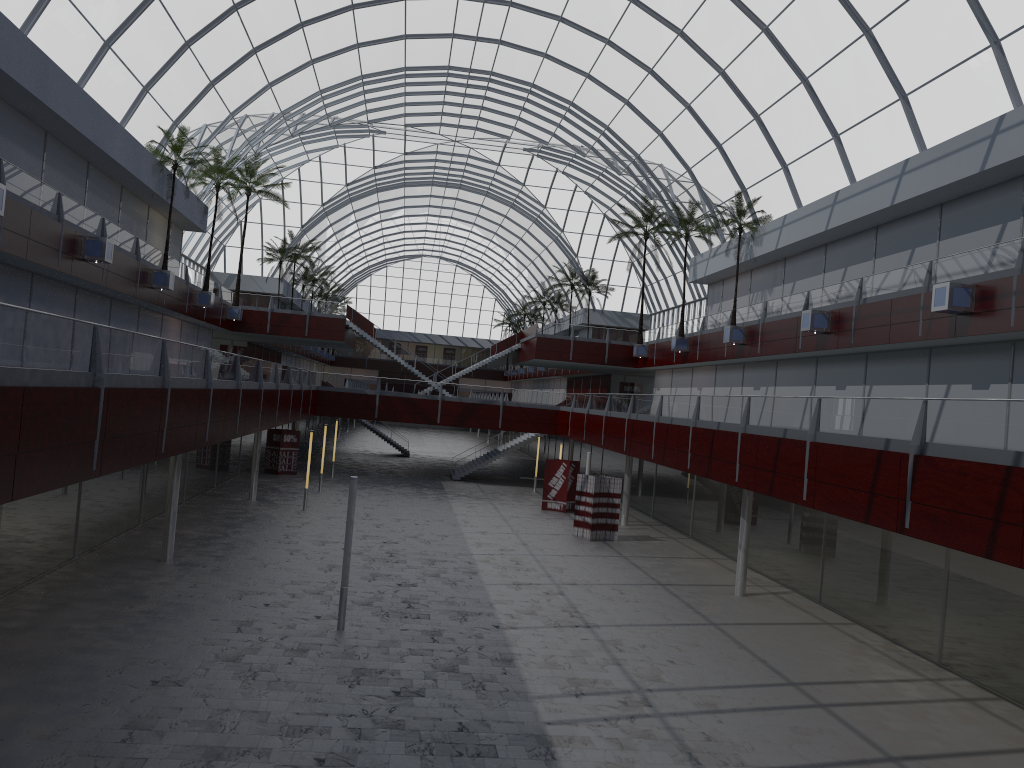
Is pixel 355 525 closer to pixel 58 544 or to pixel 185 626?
pixel 58 544

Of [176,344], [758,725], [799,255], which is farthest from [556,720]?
[799,255]
